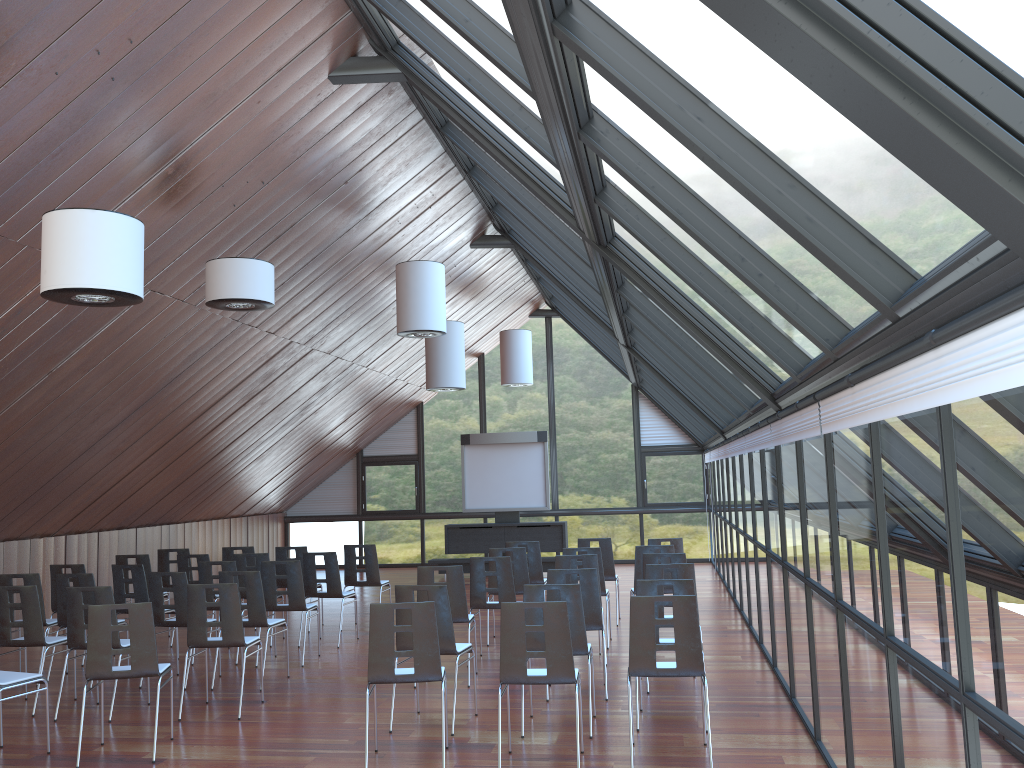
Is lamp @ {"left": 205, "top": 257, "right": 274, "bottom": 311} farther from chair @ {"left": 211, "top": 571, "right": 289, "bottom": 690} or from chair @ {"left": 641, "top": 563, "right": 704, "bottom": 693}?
chair @ {"left": 641, "top": 563, "right": 704, "bottom": 693}

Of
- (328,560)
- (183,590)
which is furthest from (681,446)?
(183,590)

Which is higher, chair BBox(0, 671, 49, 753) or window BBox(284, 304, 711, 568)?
window BBox(284, 304, 711, 568)

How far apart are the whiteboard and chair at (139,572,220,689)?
10.12m

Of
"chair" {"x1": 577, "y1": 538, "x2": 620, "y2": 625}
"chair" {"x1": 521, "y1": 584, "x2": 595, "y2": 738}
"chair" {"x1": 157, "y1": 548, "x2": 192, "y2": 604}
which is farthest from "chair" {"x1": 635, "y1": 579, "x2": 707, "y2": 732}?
"chair" {"x1": 157, "y1": 548, "x2": 192, "y2": 604}

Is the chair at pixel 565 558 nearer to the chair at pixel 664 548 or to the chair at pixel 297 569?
the chair at pixel 664 548

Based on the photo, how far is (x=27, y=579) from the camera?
9.7 meters

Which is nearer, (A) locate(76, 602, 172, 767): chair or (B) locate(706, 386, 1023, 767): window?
(B) locate(706, 386, 1023, 767): window

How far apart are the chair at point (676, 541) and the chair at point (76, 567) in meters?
7.4 m

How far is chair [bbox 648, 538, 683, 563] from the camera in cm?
1183
